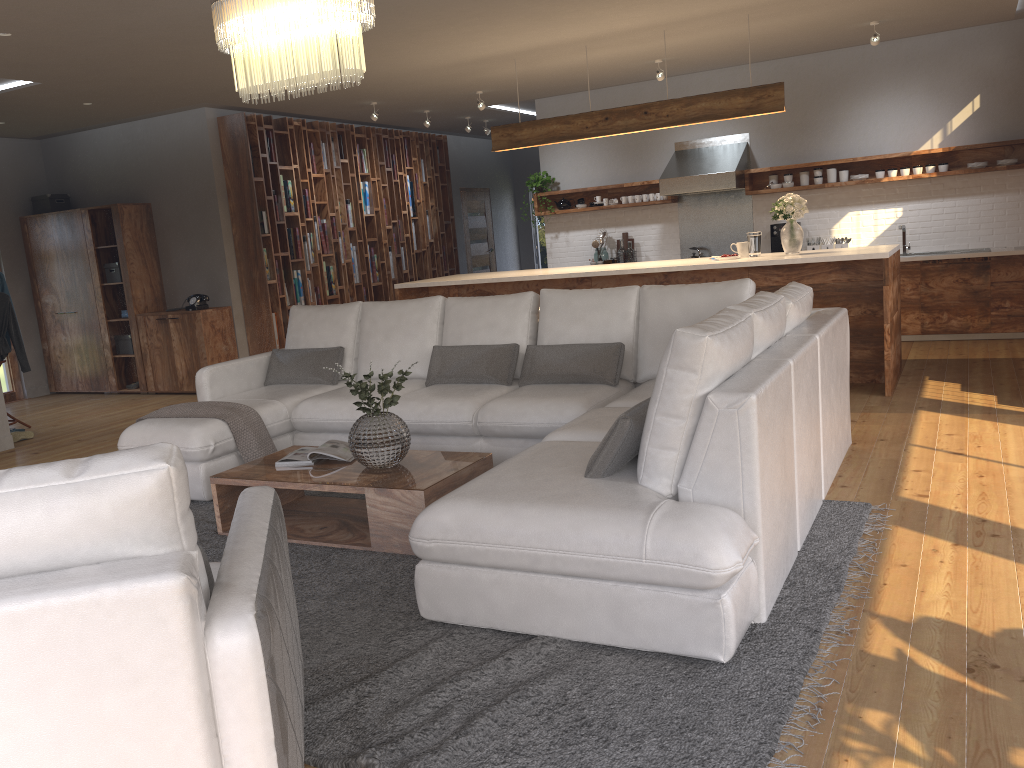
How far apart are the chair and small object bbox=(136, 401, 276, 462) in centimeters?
244cm

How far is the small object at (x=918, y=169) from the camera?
8.34m

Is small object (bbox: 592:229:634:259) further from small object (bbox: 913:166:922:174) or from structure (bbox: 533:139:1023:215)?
small object (bbox: 913:166:922:174)

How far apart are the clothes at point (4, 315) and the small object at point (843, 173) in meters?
7.7 m

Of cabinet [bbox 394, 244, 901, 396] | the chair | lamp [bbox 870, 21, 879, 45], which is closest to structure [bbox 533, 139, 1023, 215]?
lamp [bbox 870, 21, 879, 45]

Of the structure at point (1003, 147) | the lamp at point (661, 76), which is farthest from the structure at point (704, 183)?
the lamp at point (661, 76)

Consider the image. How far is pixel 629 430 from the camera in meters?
3.0 m

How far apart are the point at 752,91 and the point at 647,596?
5.0 meters

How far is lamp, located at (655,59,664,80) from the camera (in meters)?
8.02

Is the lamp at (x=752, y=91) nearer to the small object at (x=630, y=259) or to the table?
the small object at (x=630, y=259)
